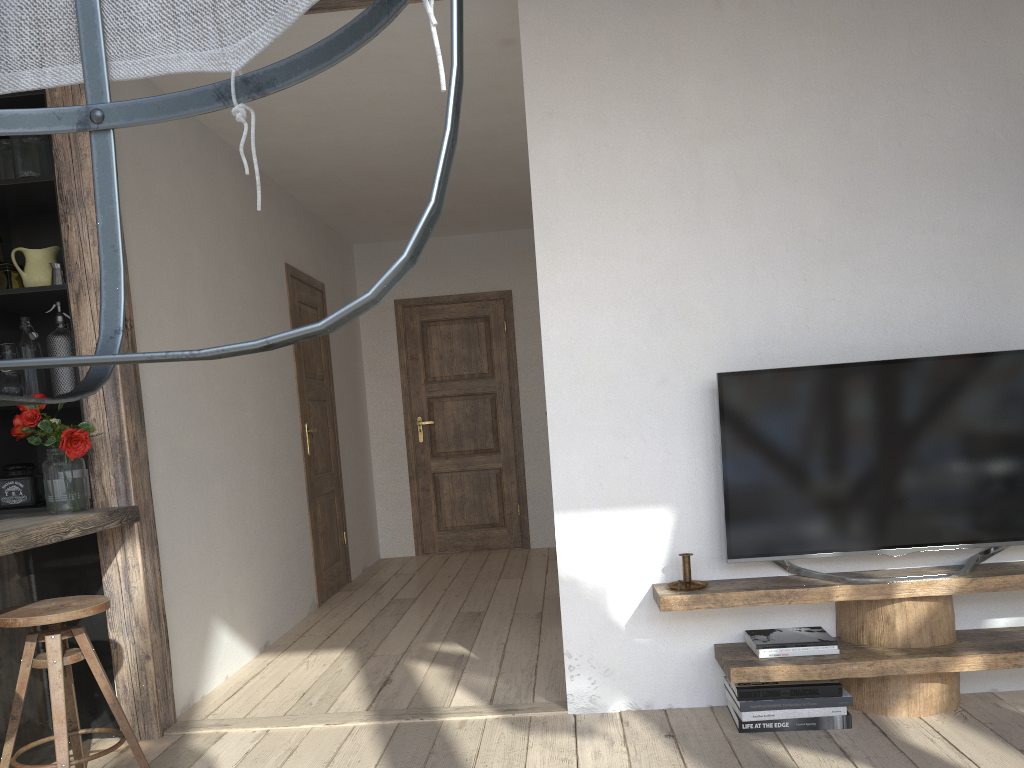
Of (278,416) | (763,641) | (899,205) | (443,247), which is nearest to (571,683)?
(763,641)

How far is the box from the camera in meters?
3.2

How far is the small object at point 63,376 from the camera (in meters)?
3.15

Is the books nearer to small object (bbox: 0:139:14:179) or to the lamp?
the lamp

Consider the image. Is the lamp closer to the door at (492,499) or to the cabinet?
the cabinet

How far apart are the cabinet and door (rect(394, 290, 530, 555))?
3.65m

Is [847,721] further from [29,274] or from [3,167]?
[3,167]

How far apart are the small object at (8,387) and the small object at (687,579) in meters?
2.5

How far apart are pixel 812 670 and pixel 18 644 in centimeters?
249cm

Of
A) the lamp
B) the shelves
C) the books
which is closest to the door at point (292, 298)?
the shelves
